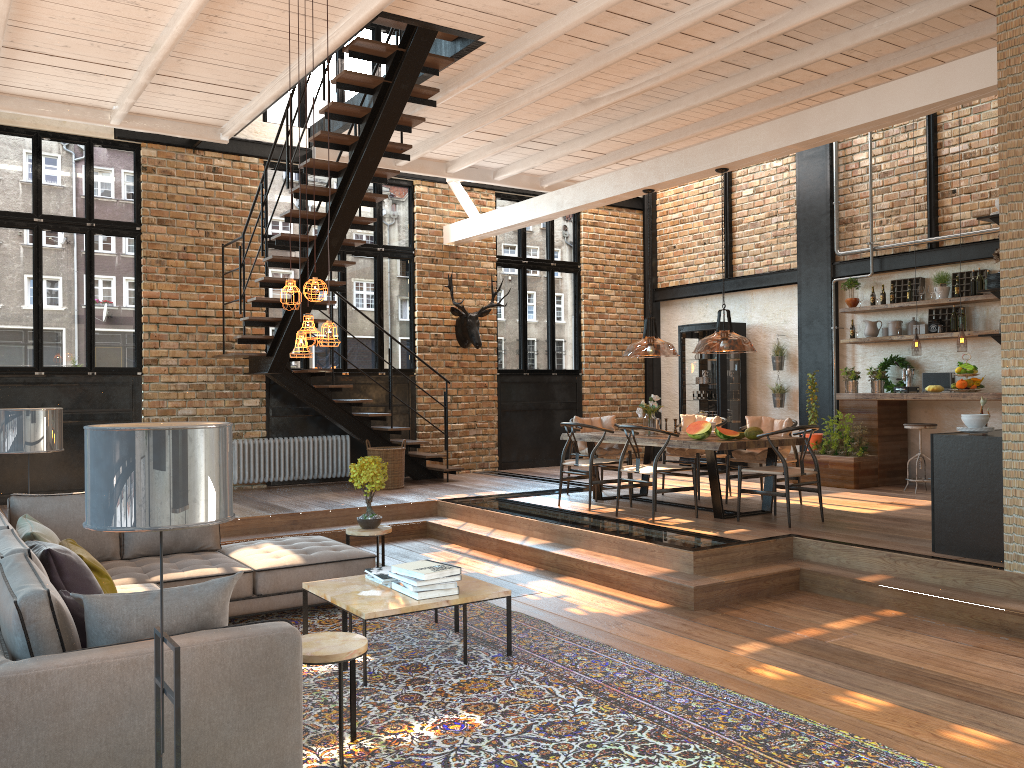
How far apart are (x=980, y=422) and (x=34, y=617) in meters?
5.8

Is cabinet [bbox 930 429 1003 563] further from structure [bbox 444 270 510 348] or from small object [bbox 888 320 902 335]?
structure [bbox 444 270 510 348]

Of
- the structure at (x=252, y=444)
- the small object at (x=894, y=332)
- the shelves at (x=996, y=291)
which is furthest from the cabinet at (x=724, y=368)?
the shelves at (x=996, y=291)

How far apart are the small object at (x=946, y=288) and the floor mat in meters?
7.1 m

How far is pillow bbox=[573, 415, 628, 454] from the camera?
9.7 meters

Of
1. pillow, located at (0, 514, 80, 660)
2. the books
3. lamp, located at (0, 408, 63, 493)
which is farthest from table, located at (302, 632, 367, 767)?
lamp, located at (0, 408, 63, 493)

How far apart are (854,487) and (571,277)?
5.7m

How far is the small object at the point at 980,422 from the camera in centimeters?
615cm

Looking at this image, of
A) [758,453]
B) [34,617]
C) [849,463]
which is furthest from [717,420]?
[34,617]

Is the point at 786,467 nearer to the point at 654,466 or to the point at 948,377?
the point at 654,466
